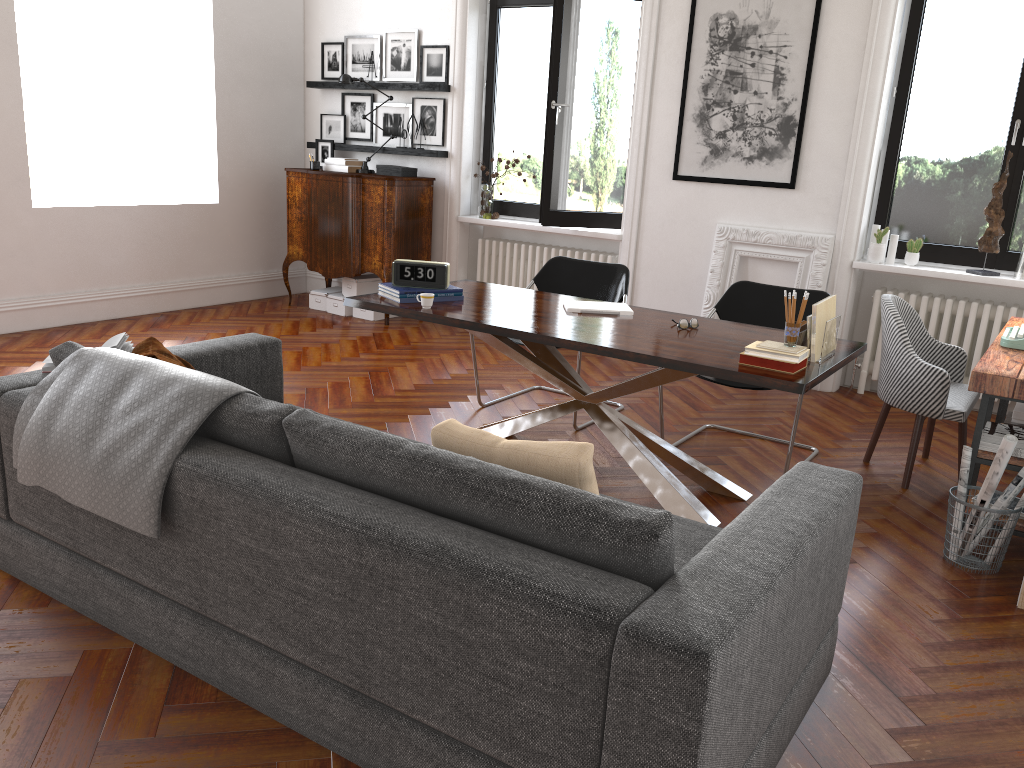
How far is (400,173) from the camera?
7.39m

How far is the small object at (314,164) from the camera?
7.6m

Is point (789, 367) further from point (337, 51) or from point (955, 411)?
point (337, 51)

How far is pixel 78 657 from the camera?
2.6m

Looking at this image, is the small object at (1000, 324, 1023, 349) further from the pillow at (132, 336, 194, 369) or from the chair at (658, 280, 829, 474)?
Answer: the pillow at (132, 336, 194, 369)

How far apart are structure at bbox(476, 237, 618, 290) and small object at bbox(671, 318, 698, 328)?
3.02m

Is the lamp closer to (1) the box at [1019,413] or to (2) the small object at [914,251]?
(2) the small object at [914,251]

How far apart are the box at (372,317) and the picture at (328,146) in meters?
1.5

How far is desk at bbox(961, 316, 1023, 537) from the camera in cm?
350

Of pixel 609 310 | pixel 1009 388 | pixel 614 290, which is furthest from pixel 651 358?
pixel 614 290
